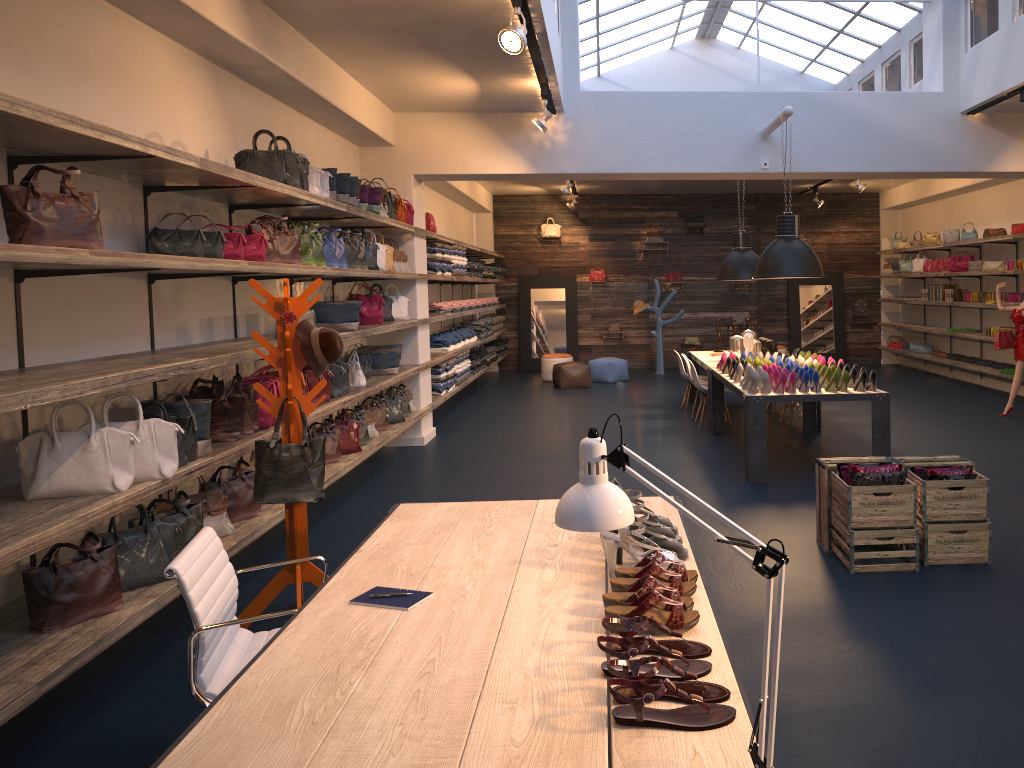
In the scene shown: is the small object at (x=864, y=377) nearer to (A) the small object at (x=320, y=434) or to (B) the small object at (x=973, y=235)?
(A) the small object at (x=320, y=434)

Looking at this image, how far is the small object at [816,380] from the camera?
7.1m

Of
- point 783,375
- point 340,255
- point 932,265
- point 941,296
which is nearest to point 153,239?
point 340,255

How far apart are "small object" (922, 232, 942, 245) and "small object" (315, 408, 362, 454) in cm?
1074

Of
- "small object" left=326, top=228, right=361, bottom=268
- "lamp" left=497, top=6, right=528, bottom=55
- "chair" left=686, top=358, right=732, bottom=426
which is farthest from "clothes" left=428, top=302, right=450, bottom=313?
"lamp" left=497, top=6, right=528, bottom=55

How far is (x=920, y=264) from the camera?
14.7m

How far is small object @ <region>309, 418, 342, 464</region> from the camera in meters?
6.8 m

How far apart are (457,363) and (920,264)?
8.3m

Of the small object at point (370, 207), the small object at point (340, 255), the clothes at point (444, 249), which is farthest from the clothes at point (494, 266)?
the small object at point (340, 255)

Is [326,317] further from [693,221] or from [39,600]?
[693,221]
